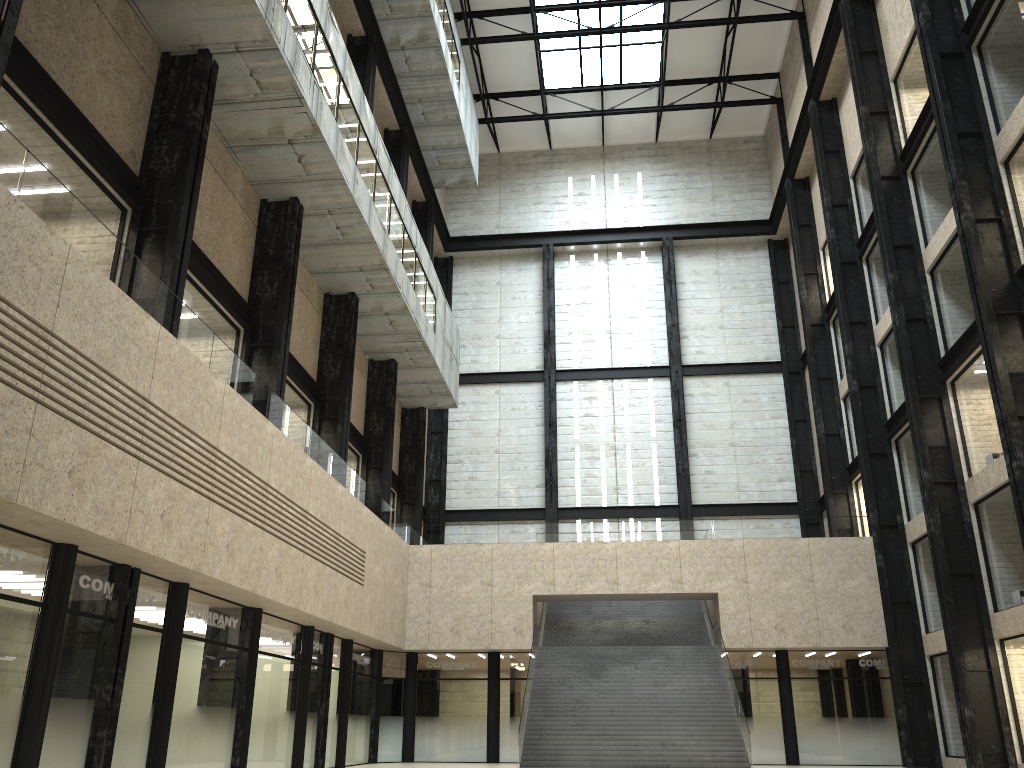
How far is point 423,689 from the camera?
49.3 meters
